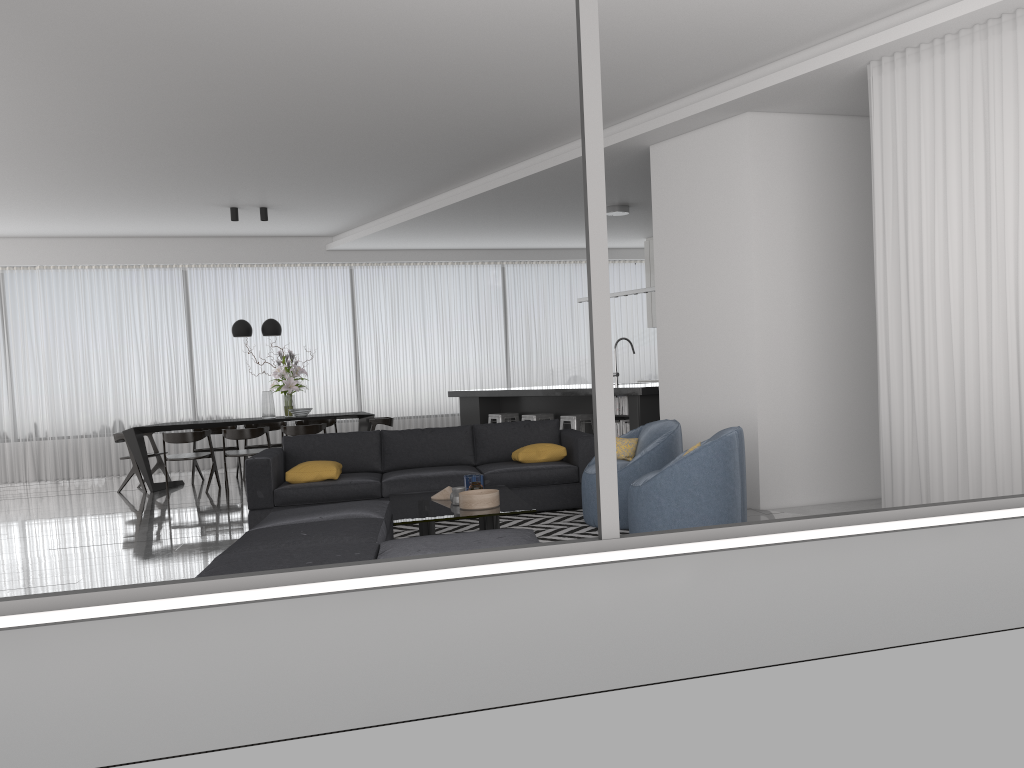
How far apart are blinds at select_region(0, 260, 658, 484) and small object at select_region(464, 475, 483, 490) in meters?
7.4 m

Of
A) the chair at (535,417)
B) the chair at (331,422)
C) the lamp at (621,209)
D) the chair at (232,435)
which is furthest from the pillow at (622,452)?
the chair at (331,422)

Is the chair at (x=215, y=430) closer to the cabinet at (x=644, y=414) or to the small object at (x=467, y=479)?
the cabinet at (x=644, y=414)

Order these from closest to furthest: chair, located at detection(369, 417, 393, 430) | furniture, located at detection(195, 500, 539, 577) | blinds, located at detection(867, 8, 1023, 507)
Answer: furniture, located at detection(195, 500, 539, 577)
blinds, located at detection(867, 8, 1023, 507)
chair, located at detection(369, 417, 393, 430)

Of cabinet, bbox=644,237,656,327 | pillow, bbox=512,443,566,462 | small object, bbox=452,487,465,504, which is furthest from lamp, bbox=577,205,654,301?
small object, bbox=452,487,465,504

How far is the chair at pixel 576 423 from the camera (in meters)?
9.36

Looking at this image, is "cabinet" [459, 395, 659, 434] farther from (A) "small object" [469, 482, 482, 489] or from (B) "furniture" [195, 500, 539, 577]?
(B) "furniture" [195, 500, 539, 577]

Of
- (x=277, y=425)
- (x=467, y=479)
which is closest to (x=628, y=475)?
(x=467, y=479)

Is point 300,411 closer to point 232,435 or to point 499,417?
point 232,435

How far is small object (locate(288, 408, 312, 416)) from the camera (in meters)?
10.59
